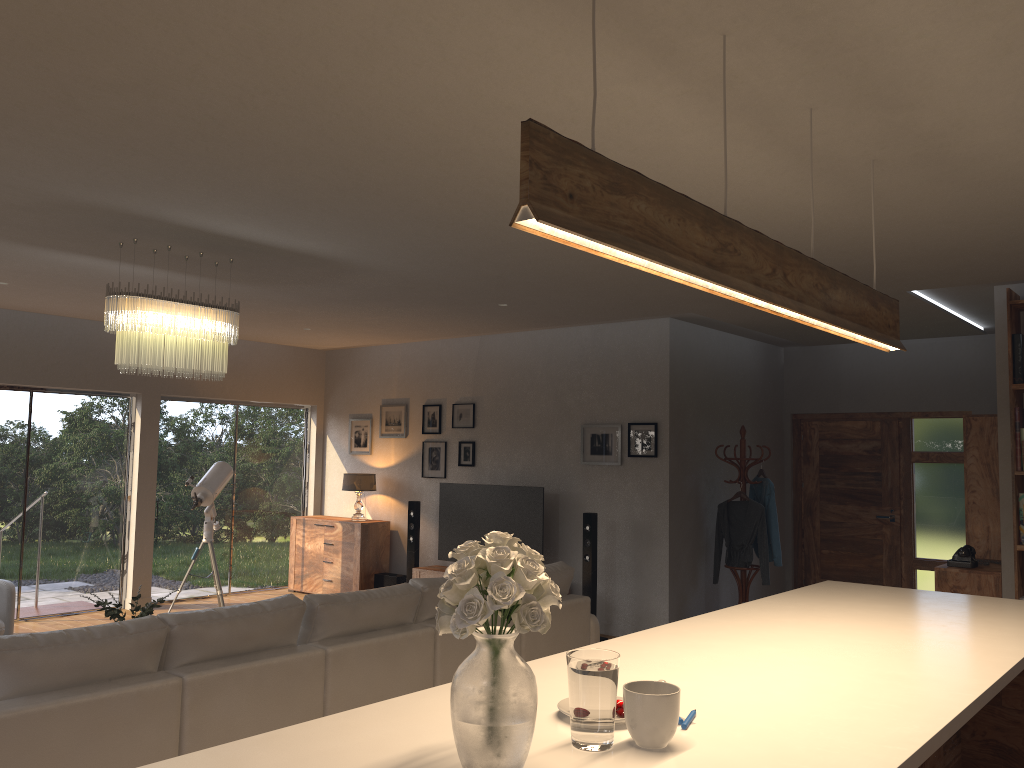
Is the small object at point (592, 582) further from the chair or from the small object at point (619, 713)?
the small object at point (619, 713)

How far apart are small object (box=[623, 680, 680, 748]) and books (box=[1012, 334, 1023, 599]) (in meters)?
4.83

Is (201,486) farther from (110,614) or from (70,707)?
(70,707)

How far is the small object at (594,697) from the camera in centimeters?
180cm

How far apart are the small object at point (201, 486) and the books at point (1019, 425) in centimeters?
652cm

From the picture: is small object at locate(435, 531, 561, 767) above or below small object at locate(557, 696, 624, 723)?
above

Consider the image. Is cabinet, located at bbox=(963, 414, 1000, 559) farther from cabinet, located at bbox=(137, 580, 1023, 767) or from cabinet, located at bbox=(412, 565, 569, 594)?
cabinet, located at bbox=(412, 565, 569, 594)

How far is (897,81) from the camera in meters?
2.7 m

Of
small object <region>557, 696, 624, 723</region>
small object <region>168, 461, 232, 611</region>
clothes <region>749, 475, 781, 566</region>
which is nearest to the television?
clothes <region>749, 475, 781, 566</region>

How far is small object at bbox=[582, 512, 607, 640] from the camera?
7.66m
